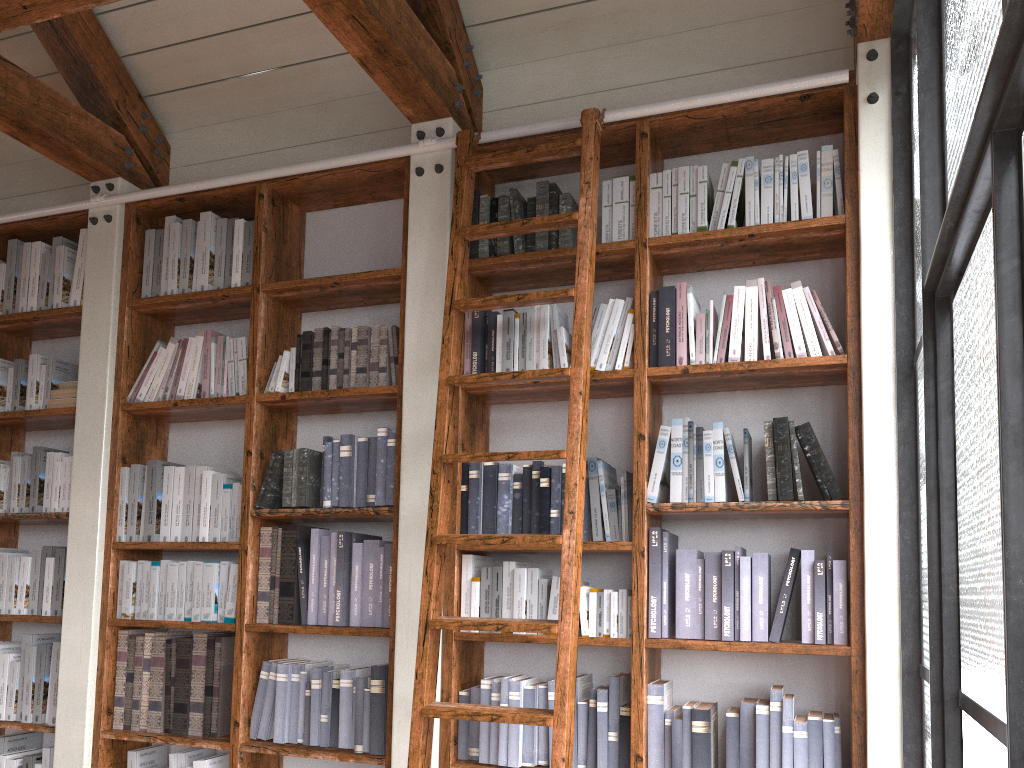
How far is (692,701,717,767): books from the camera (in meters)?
2.55

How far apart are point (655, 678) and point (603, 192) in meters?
1.6

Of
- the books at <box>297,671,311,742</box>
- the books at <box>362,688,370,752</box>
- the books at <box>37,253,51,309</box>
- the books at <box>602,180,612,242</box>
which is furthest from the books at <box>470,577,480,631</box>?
the books at <box>37,253,51,309</box>

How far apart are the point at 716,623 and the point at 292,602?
1.5 meters

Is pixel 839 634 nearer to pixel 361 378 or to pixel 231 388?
pixel 361 378

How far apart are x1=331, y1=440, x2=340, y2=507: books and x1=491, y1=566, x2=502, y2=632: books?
0.7 meters

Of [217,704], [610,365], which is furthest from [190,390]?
[610,365]

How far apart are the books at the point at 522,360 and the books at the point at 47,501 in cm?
214

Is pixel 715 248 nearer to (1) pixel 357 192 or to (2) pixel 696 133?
(2) pixel 696 133

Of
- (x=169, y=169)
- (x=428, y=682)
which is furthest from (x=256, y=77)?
(x=428, y=682)
